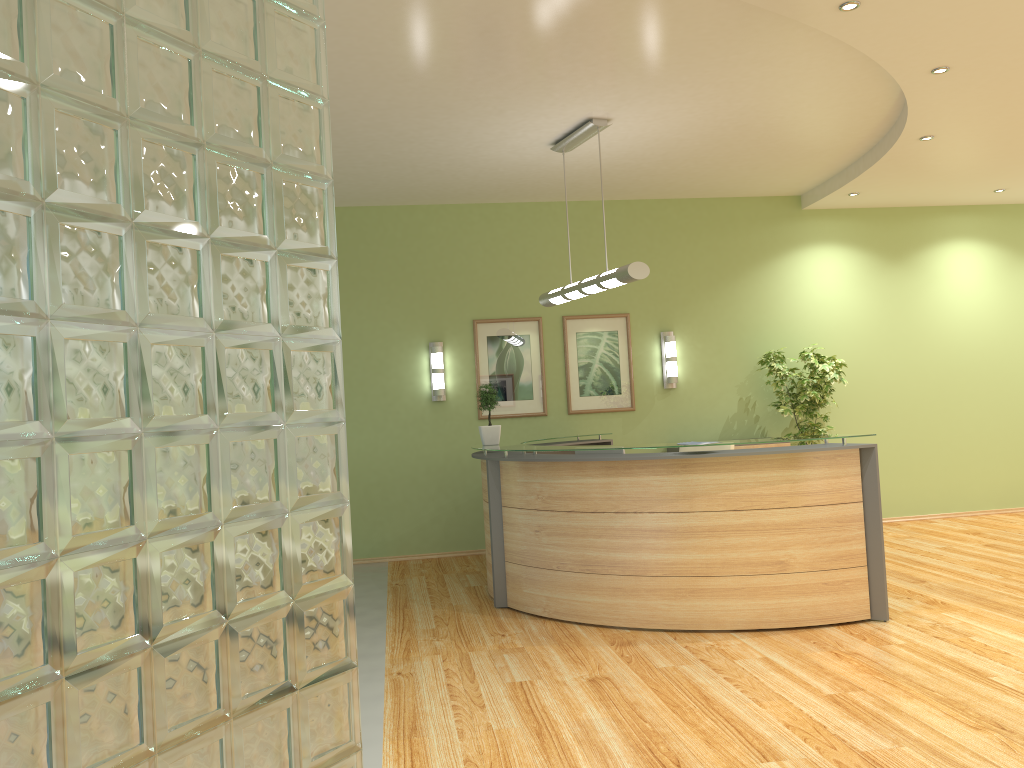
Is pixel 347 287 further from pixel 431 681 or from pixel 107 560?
pixel 107 560

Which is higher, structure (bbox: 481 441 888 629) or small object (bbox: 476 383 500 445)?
small object (bbox: 476 383 500 445)

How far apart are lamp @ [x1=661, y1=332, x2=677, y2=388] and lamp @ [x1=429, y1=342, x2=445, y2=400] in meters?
2.3 m

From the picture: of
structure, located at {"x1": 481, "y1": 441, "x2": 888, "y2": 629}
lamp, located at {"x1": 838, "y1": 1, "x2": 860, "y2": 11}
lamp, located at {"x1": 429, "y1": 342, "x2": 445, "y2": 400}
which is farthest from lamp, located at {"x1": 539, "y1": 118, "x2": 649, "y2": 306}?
lamp, located at {"x1": 838, "y1": 1, "x2": 860, "y2": 11}

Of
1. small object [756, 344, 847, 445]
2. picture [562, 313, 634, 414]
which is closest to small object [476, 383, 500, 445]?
picture [562, 313, 634, 414]

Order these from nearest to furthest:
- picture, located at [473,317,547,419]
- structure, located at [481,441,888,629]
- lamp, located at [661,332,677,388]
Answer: structure, located at [481,441,888,629] < picture, located at [473,317,547,419] < lamp, located at [661,332,677,388]

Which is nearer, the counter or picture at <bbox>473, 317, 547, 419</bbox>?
the counter

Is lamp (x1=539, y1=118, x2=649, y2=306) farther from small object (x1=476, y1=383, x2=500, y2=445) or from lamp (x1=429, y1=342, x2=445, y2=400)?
lamp (x1=429, y1=342, x2=445, y2=400)

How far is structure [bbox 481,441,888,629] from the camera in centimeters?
530cm

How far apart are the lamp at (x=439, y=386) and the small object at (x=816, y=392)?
3.3 meters
